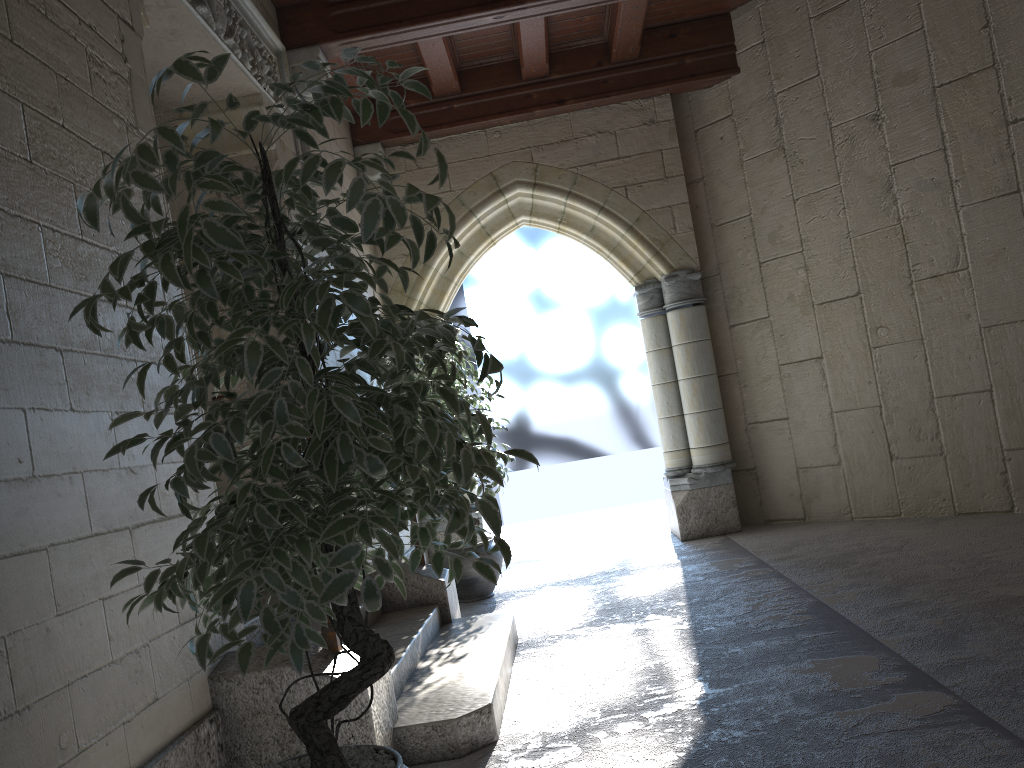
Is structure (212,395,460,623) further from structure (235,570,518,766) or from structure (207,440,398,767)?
structure (207,440,398,767)

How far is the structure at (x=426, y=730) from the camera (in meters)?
2.48

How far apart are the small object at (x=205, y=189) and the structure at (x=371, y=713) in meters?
0.4 m

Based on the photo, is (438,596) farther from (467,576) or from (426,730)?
(426,730)

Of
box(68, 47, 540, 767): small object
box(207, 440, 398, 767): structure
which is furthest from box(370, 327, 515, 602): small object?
box(68, 47, 540, 767): small object

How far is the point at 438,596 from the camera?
3.86m

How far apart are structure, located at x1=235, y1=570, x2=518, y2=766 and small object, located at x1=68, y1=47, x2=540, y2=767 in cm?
66

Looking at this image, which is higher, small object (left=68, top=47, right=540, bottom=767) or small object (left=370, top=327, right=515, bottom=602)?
small object (left=68, top=47, right=540, bottom=767)

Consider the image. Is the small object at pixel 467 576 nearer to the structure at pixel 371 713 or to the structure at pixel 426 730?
the structure at pixel 426 730

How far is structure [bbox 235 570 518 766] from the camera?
2.5 meters
